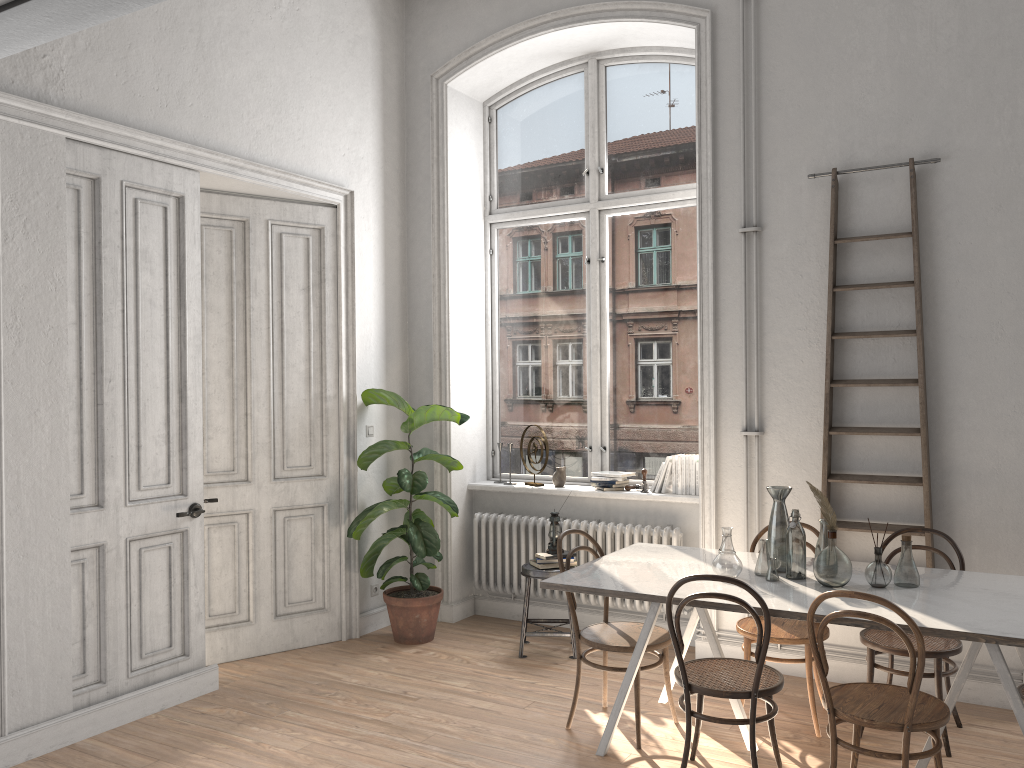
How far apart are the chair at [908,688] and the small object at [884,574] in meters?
0.4 m

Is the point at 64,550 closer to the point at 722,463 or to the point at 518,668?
the point at 518,668

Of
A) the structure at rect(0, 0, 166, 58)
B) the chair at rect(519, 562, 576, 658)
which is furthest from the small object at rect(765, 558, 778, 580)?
the structure at rect(0, 0, 166, 58)

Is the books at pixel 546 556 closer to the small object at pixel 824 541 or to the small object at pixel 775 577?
the small object at pixel 775 577

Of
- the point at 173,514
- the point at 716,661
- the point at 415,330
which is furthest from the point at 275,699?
the point at 415,330

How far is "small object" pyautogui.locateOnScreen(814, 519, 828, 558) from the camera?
3.87m

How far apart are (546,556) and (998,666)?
2.7 meters

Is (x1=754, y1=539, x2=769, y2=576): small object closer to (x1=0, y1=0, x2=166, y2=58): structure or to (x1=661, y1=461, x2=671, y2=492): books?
(x1=661, y1=461, x2=671, y2=492): books

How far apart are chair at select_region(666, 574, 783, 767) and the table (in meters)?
0.05

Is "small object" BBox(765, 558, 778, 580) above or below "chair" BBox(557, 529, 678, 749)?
above
